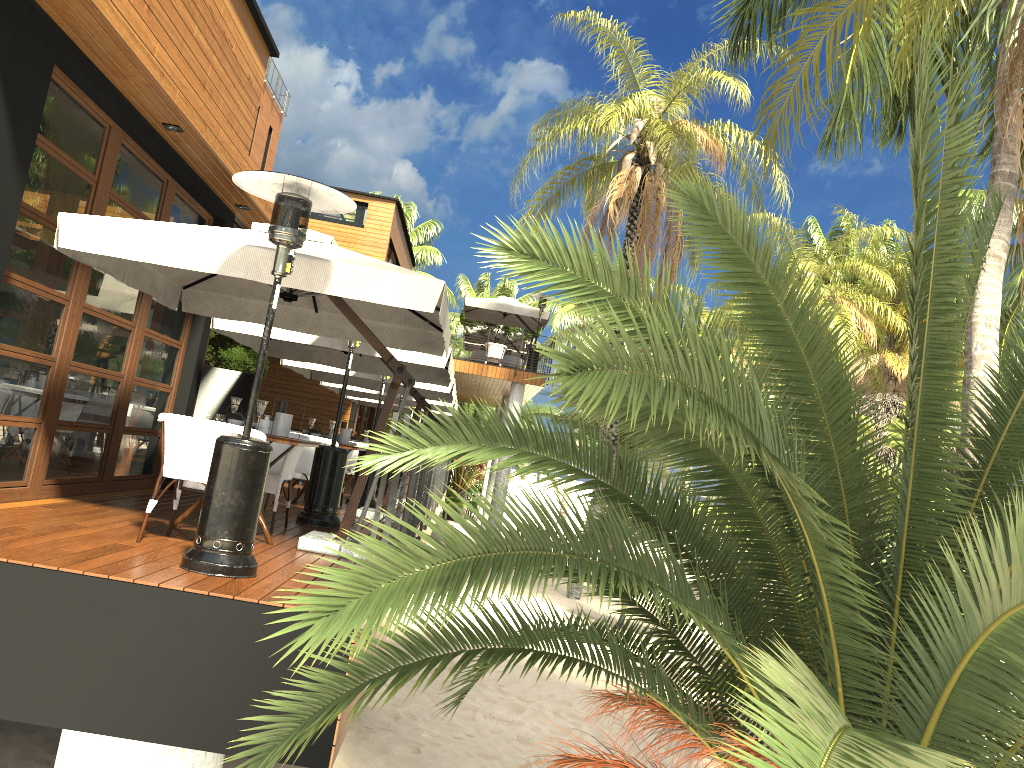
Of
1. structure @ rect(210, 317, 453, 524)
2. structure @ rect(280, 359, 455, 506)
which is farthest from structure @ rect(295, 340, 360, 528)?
structure @ rect(280, 359, 455, 506)

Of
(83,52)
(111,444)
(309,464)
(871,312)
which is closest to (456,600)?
(83,52)

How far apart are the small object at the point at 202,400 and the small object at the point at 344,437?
1.6 meters

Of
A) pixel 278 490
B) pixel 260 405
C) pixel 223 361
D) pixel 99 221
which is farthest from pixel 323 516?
pixel 223 361

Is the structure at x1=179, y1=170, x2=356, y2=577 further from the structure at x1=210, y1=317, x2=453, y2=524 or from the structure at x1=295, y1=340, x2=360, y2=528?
the structure at x1=210, y1=317, x2=453, y2=524

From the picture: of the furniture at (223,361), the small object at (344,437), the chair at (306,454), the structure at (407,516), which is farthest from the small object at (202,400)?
the furniture at (223,361)

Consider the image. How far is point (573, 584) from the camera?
19.36m

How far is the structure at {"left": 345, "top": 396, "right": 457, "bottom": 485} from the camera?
21.18m

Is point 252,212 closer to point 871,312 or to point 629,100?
point 629,100

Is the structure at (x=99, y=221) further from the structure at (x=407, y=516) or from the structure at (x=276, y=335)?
the structure at (x=276, y=335)
